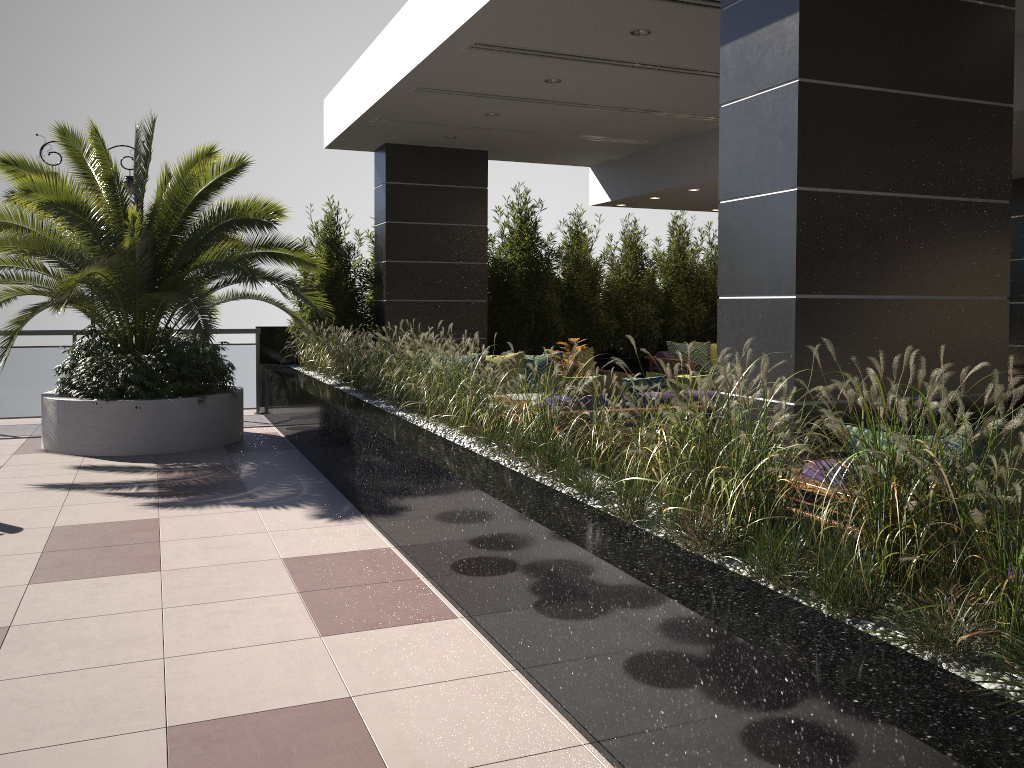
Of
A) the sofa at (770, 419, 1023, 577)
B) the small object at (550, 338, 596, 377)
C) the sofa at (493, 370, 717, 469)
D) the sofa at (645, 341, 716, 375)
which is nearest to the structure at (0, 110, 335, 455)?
the small object at (550, 338, 596, 377)

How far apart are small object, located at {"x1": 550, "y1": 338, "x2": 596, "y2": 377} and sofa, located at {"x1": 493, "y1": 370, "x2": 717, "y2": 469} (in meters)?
1.33

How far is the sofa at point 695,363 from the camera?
11.56m

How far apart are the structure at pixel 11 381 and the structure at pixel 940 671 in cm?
21

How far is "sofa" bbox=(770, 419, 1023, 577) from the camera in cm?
347

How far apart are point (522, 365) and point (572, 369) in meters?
1.4 m

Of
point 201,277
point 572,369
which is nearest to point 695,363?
point 572,369

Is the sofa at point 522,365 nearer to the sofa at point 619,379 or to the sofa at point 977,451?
the sofa at point 619,379

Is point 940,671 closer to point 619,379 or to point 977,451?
point 977,451

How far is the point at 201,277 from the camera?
7.8m
